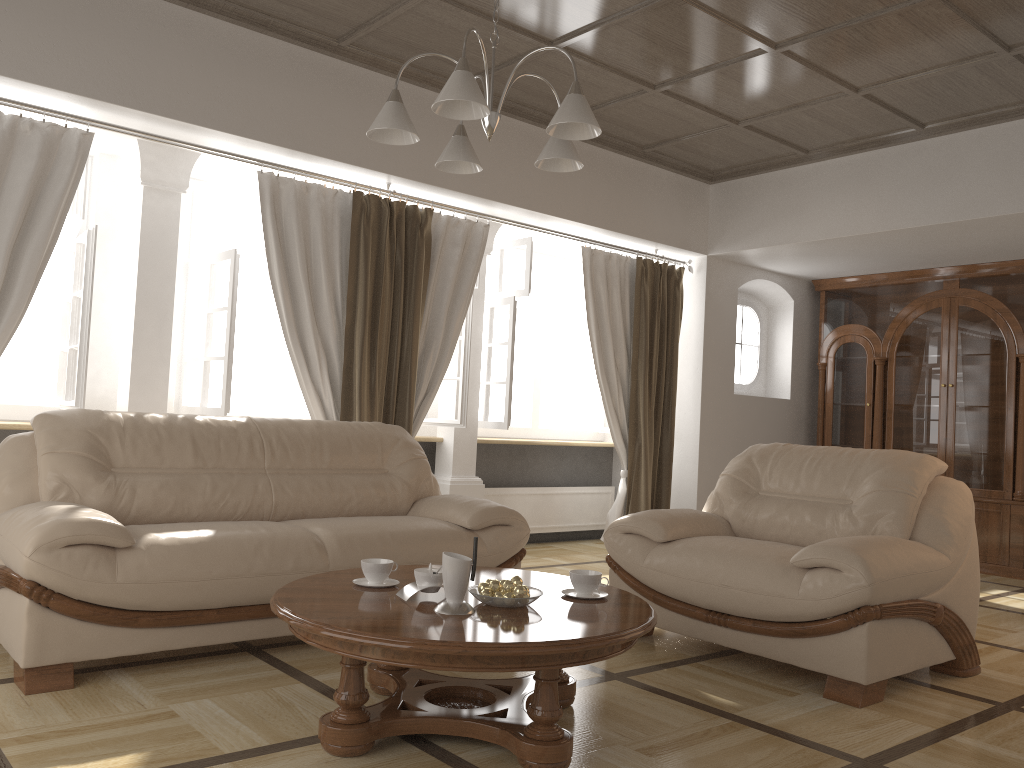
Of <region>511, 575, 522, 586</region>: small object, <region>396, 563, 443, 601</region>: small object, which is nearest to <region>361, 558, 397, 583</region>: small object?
<region>396, 563, 443, 601</region>: small object

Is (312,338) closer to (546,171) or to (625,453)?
(546,171)

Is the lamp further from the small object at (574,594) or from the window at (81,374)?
the window at (81,374)

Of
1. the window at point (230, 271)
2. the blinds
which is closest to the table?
the blinds

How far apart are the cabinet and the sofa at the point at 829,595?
3.1 meters

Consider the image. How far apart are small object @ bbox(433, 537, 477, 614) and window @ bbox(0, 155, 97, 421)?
2.6m

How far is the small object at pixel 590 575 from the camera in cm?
279

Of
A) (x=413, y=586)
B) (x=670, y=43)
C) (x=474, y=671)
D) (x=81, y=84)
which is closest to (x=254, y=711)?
(x=413, y=586)

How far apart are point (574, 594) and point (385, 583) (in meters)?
0.61

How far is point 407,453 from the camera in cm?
440
